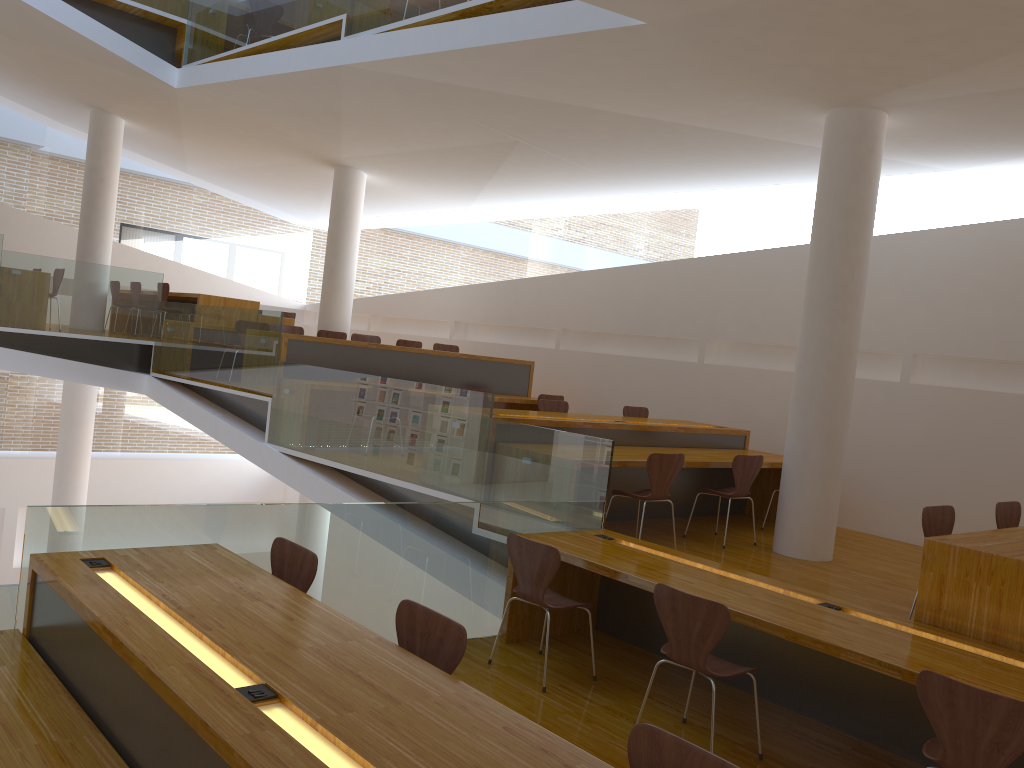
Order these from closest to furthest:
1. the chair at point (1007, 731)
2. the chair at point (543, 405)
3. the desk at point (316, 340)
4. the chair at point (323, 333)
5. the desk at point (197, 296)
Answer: the chair at point (1007, 731) → the chair at point (543, 405) → the desk at point (316, 340) → the chair at point (323, 333) → the desk at point (197, 296)

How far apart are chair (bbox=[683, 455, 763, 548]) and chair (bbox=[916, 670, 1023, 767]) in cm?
340

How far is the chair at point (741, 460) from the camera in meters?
6.5

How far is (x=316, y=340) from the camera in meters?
8.4 m

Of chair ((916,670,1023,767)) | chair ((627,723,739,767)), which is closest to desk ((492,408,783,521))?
chair ((916,670,1023,767))

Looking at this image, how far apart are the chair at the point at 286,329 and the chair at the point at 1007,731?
7.5 meters

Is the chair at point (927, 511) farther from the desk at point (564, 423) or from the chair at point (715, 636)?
the desk at point (564, 423)

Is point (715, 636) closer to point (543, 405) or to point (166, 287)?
point (543, 405)

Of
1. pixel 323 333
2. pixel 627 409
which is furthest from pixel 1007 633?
pixel 323 333

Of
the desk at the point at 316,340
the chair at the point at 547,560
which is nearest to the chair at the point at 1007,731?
the chair at the point at 547,560
